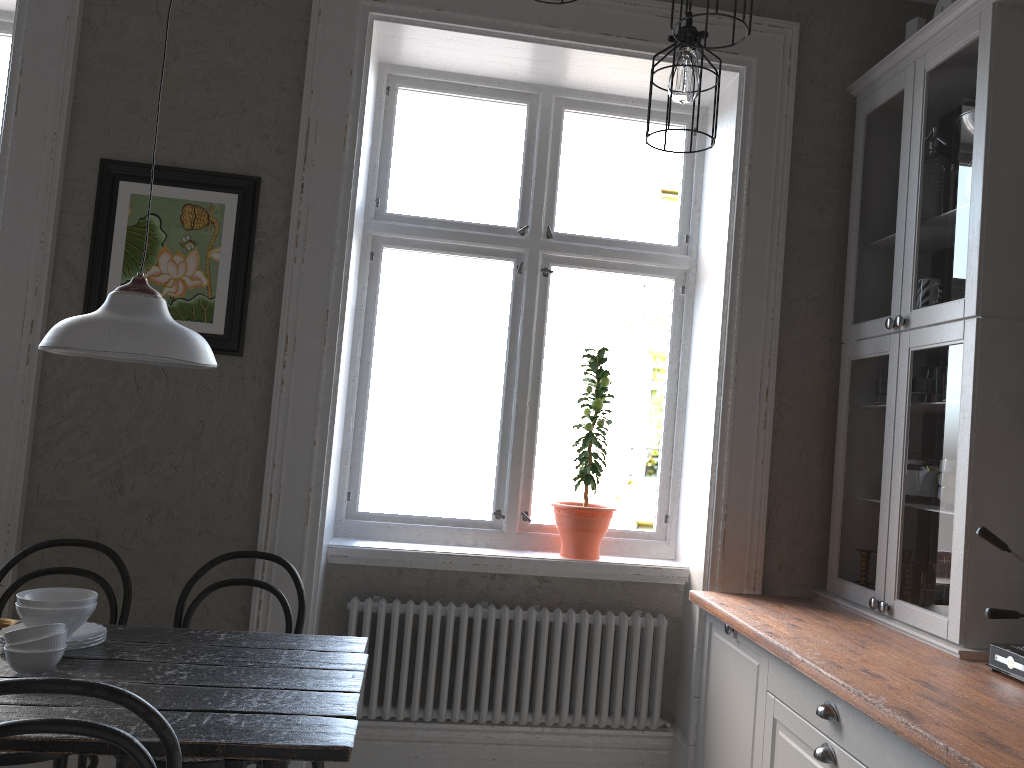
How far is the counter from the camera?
1.6 meters

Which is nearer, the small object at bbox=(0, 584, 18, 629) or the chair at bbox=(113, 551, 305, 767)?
the chair at bbox=(113, 551, 305, 767)

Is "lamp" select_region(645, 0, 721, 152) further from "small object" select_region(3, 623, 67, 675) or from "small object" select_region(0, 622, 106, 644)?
"small object" select_region(0, 622, 106, 644)

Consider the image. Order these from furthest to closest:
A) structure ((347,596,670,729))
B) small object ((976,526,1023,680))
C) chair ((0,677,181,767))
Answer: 1. structure ((347,596,670,729))
2. small object ((976,526,1023,680))
3. chair ((0,677,181,767))

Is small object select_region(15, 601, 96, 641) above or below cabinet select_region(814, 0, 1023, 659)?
below

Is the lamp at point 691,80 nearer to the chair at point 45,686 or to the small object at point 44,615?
the chair at point 45,686

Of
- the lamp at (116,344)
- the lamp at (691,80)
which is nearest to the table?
the lamp at (116,344)

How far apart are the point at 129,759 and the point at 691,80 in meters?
2.2

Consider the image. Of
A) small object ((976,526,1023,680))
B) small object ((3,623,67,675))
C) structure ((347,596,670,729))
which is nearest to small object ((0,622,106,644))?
small object ((3,623,67,675))

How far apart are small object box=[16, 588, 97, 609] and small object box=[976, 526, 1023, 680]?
2.2 meters
